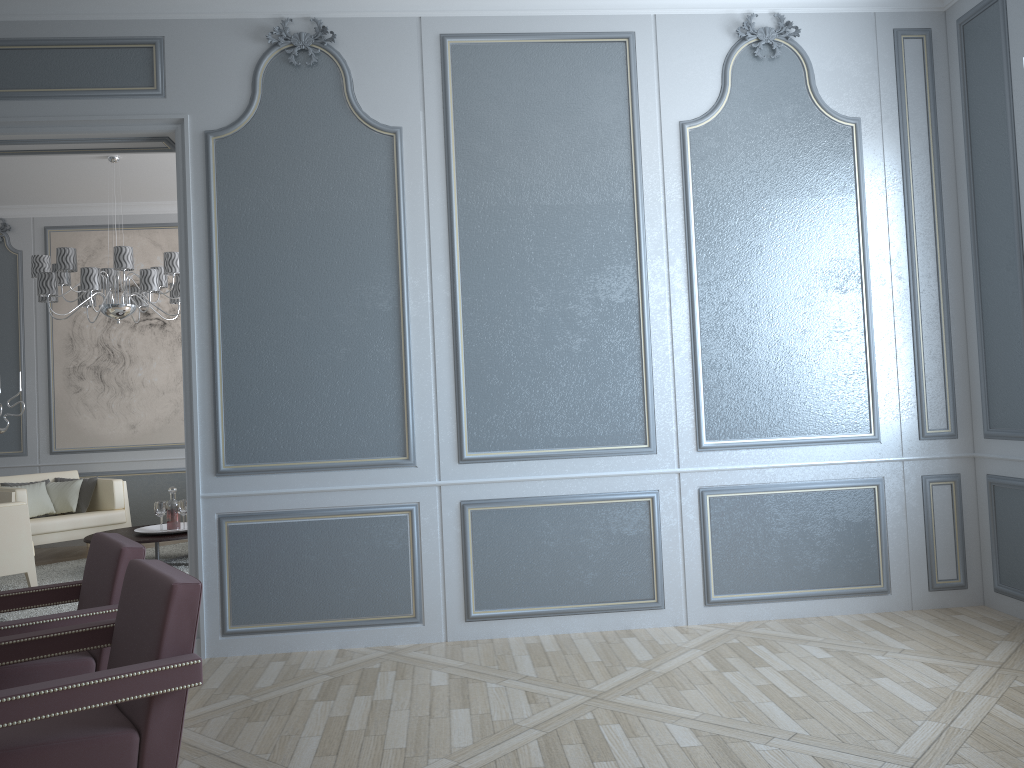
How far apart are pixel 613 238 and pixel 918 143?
1.45m

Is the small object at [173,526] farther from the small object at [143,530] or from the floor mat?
the floor mat

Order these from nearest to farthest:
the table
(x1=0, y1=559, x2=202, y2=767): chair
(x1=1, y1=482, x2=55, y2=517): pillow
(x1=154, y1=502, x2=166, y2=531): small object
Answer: (x1=0, y1=559, x2=202, y2=767): chair
the table
(x1=154, y1=502, x2=166, y2=531): small object
(x1=1, y1=482, x2=55, y2=517): pillow

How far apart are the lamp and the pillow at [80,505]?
1.40m

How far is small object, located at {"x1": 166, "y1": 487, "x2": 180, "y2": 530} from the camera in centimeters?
586cm

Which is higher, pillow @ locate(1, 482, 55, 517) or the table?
pillow @ locate(1, 482, 55, 517)

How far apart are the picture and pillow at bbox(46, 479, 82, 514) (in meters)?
0.63

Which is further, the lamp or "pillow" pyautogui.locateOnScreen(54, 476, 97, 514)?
"pillow" pyautogui.locateOnScreen(54, 476, 97, 514)

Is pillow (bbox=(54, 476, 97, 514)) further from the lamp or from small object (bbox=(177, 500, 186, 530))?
the lamp

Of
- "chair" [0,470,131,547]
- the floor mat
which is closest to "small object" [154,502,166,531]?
the floor mat
